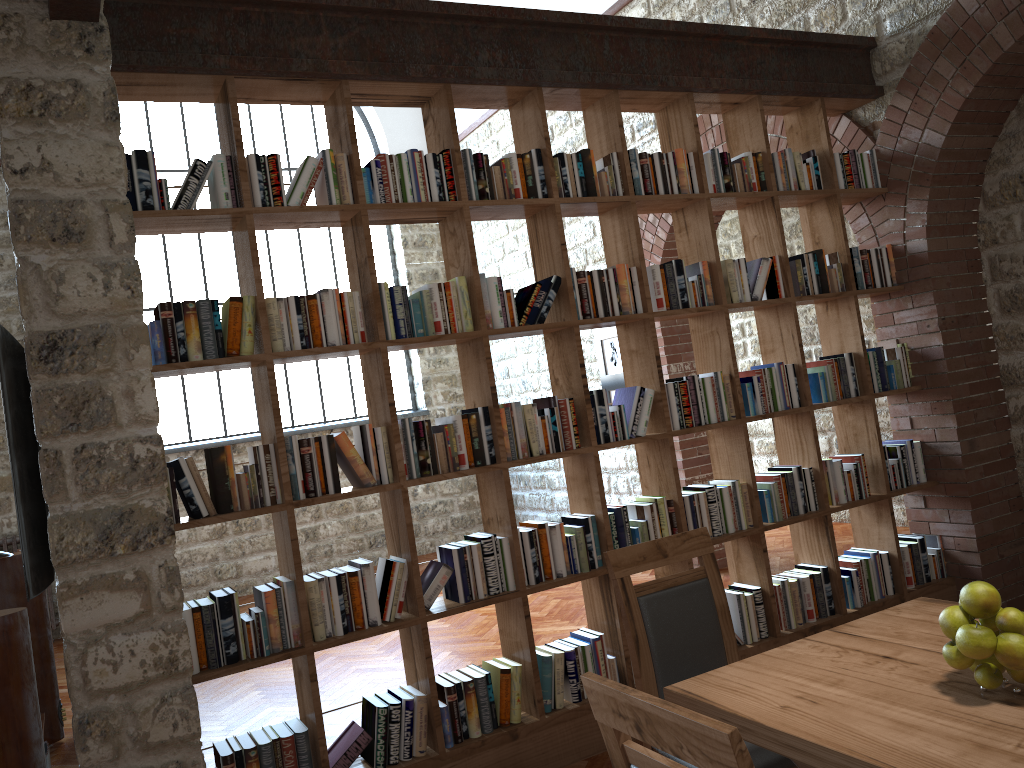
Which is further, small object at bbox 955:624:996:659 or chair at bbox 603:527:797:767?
chair at bbox 603:527:797:767

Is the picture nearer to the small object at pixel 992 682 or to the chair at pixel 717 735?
the small object at pixel 992 682

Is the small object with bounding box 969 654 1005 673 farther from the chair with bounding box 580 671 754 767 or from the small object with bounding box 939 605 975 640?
the chair with bounding box 580 671 754 767

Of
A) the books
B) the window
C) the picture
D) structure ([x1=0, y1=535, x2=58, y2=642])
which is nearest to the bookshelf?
the books

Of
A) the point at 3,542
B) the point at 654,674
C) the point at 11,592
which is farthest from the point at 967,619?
the point at 3,542

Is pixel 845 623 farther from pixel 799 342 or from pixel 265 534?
pixel 265 534

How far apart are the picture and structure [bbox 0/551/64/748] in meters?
4.4

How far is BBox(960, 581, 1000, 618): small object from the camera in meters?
1.7

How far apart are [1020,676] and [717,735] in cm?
85

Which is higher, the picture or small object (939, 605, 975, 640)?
the picture
